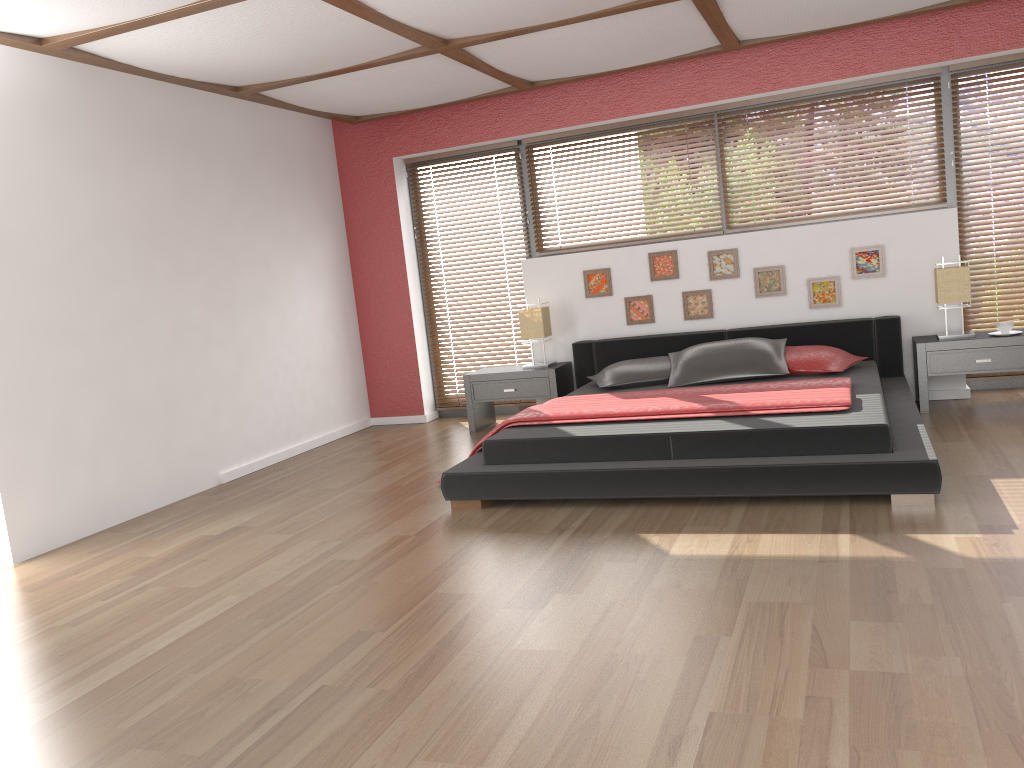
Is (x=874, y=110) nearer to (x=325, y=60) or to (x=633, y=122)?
(x=633, y=122)

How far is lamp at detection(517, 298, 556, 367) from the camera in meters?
6.3

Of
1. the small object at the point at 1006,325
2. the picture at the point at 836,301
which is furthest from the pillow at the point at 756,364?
the small object at the point at 1006,325

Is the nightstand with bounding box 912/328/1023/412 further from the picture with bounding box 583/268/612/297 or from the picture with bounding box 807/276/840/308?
the picture with bounding box 583/268/612/297

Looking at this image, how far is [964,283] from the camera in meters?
5.3 m

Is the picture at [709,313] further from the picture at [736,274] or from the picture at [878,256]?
the picture at [878,256]

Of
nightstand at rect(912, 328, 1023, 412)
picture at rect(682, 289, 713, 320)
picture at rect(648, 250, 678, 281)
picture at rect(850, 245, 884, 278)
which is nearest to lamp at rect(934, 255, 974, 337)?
nightstand at rect(912, 328, 1023, 412)

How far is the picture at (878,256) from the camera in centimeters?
569cm

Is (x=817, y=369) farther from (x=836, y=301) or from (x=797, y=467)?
(x=797, y=467)

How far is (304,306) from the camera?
6.54m
